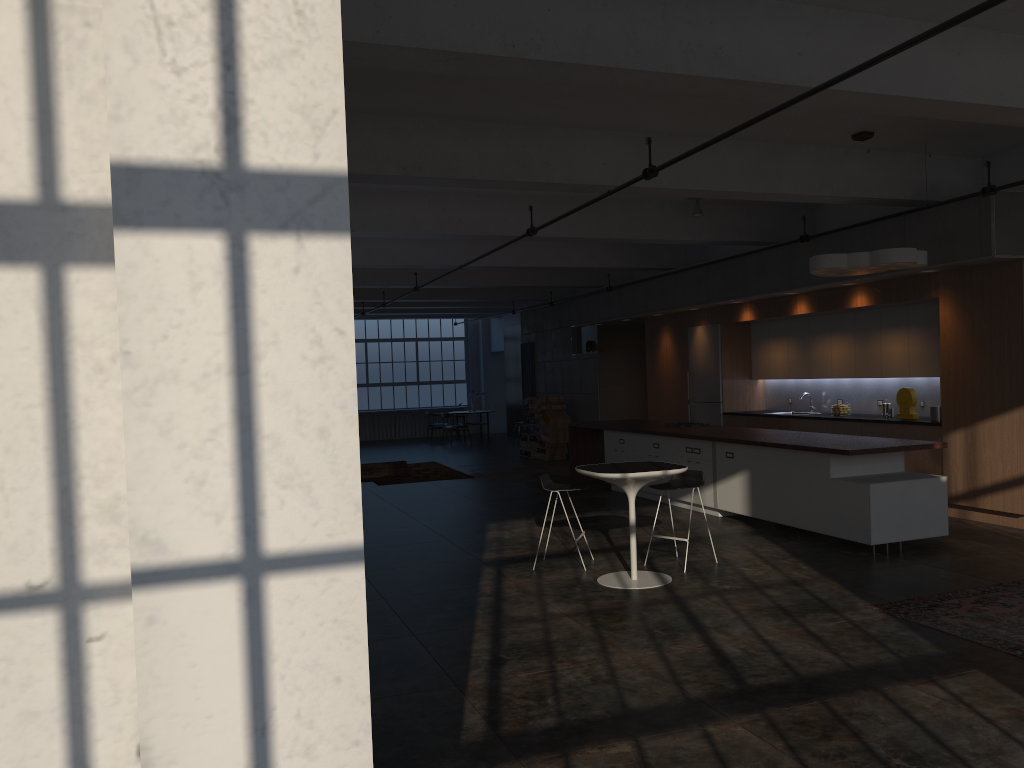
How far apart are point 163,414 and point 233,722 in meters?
0.6 m

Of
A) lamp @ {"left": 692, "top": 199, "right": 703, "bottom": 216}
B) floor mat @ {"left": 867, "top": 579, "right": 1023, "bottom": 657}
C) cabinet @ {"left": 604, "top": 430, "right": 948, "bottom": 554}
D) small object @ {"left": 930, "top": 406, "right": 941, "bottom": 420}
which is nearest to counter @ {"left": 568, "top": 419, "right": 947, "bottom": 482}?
cabinet @ {"left": 604, "top": 430, "right": 948, "bottom": 554}

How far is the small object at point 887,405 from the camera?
11.25m

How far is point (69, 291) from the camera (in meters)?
1.65

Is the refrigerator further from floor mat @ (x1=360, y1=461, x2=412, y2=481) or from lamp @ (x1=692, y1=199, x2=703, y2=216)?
floor mat @ (x1=360, y1=461, x2=412, y2=481)

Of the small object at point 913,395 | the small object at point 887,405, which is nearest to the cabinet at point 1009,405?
the small object at point 913,395

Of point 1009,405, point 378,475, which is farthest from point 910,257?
point 378,475

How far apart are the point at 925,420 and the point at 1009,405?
1.4 meters

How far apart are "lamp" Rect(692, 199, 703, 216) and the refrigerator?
2.89m

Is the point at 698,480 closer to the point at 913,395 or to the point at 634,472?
the point at 634,472
